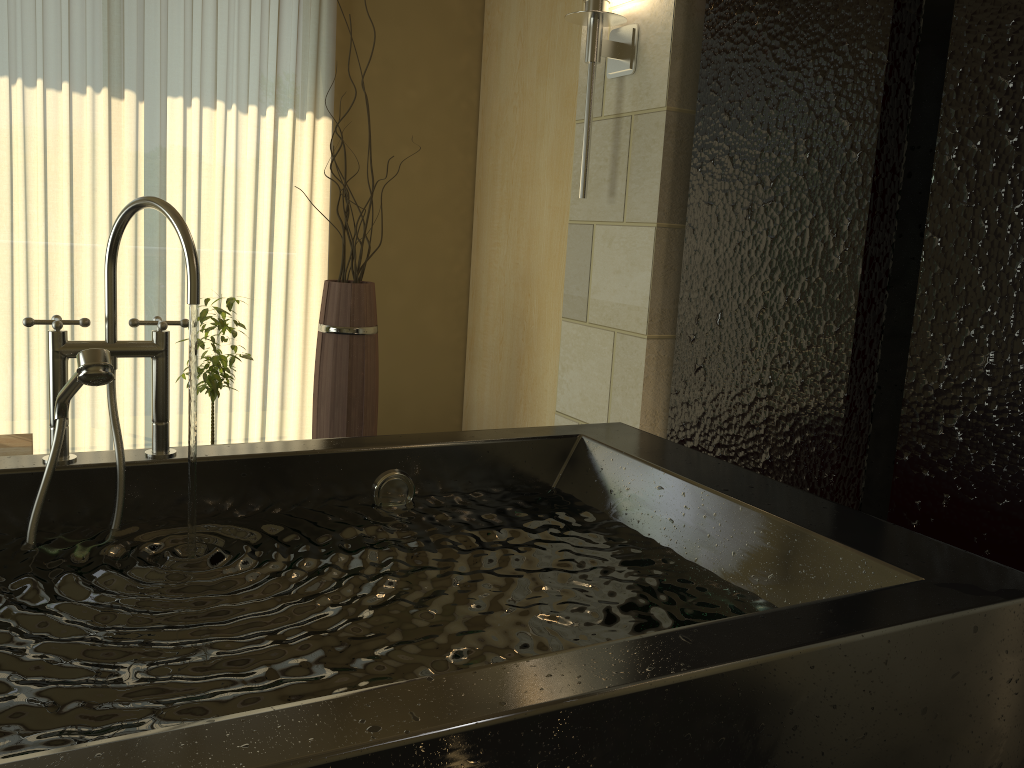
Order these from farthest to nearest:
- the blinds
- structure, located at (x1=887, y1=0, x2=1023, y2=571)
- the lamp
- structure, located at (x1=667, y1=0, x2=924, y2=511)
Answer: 1. the blinds
2. the lamp
3. structure, located at (x1=667, y1=0, x2=924, y2=511)
4. structure, located at (x1=887, y1=0, x2=1023, y2=571)

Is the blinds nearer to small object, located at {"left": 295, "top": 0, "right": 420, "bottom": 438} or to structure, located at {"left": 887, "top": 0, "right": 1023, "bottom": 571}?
small object, located at {"left": 295, "top": 0, "right": 420, "bottom": 438}

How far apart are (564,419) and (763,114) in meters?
1.2

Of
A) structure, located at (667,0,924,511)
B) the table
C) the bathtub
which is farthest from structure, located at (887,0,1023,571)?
the table

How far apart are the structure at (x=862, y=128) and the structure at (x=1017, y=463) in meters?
0.1

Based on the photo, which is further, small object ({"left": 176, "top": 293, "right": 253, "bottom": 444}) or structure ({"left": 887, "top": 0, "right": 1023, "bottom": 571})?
small object ({"left": 176, "top": 293, "right": 253, "bottom": 444})

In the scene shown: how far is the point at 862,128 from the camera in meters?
1.8

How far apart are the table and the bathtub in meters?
1.5

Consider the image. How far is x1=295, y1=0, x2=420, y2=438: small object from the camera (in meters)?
3.17

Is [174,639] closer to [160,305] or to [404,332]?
[160,305]
